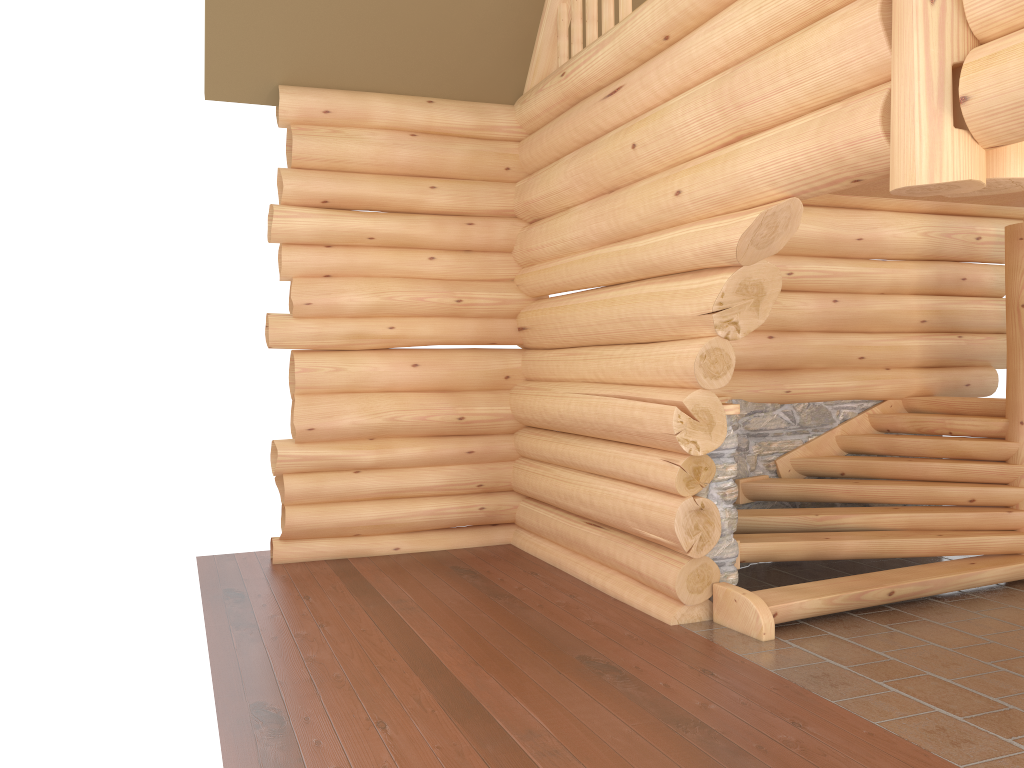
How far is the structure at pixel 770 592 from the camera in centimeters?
619cm

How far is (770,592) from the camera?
6.19m

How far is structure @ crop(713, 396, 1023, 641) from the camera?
6.2m

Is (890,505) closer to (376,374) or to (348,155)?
(376,374)
